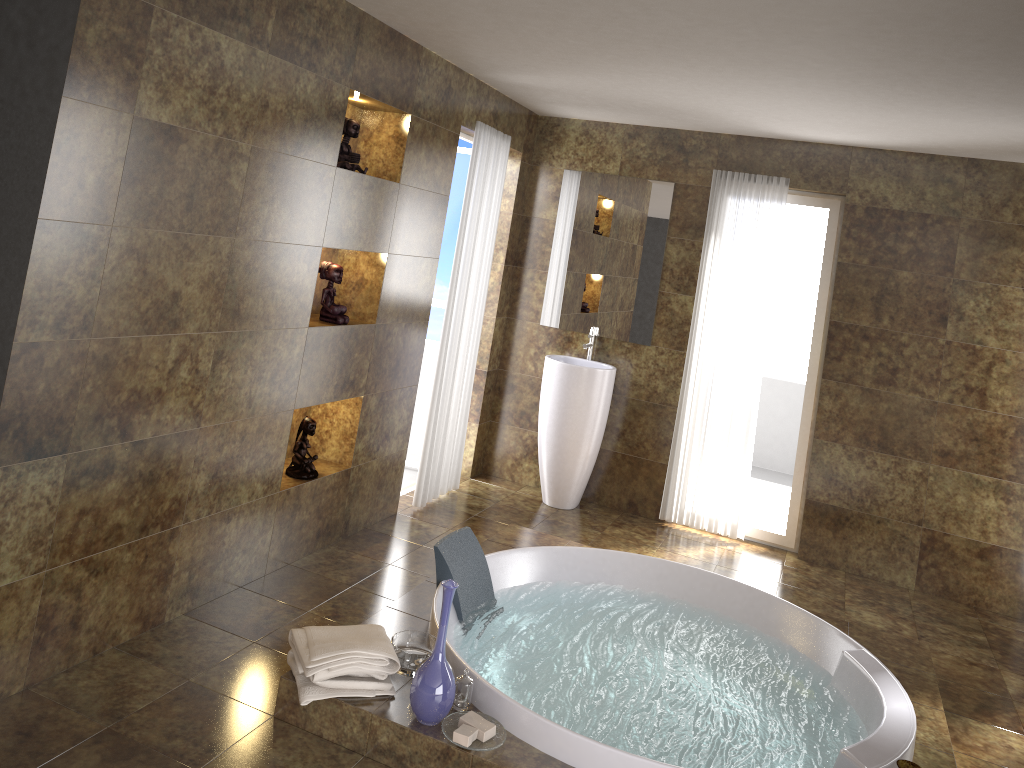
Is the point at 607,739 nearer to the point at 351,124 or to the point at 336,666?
the point at 336,666

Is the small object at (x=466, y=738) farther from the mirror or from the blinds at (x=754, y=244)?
the mirror

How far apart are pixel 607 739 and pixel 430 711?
0.66m

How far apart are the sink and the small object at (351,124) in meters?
2.0 m

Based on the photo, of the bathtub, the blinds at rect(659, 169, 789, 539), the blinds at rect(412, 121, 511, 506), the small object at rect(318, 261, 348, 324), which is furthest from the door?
the bathtub

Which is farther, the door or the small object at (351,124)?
the door

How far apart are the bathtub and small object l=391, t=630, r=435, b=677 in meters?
0.1 m

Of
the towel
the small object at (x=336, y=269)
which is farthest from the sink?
the towel

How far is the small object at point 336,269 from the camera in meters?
4.1 m

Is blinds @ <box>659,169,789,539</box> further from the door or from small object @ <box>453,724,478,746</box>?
small object @ <box>453,724,478,746</box>
